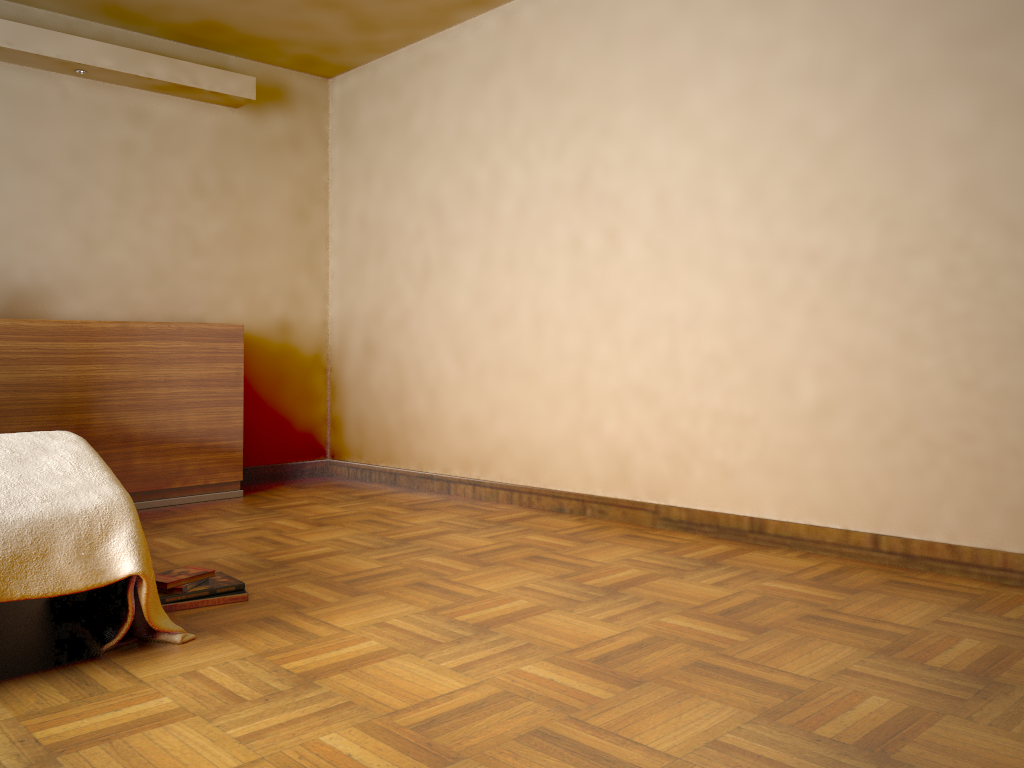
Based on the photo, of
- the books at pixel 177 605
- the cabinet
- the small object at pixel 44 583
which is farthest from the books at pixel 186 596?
the cabinet

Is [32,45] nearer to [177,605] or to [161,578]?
[161,578]

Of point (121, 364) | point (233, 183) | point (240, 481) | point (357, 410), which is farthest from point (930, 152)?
point (240, 481)

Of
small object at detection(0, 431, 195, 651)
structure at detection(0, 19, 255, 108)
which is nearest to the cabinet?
structure at detection(0, 19, 255, 108)

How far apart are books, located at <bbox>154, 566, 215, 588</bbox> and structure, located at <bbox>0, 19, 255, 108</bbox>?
2.79m

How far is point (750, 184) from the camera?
3.3m

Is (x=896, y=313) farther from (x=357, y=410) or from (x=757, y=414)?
(x=357, y=410)

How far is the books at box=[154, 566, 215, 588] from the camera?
2.6 meters

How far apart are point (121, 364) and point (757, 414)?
2.92m

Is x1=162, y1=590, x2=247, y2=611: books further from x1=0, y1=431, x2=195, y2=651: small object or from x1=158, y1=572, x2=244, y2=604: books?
x1=0, y1=431, x2=195, y2=651: small object
